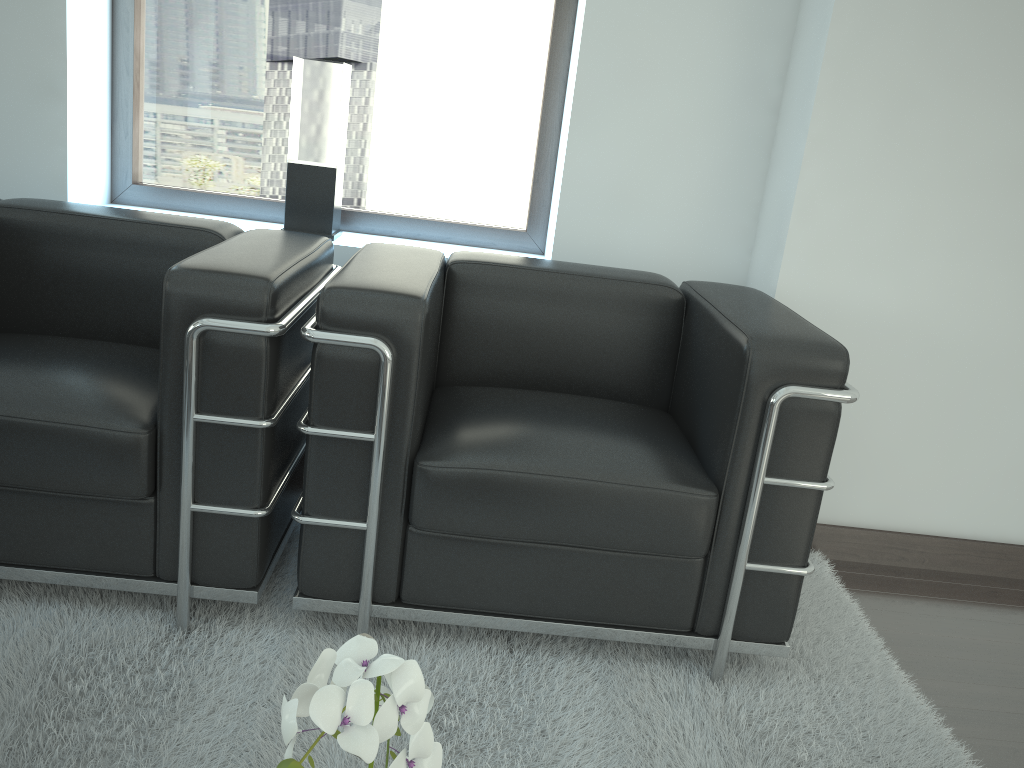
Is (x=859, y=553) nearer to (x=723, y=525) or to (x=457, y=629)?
(x=723, y=525)

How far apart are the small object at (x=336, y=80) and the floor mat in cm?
138

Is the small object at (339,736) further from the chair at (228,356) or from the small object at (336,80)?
the small object at (336,80)

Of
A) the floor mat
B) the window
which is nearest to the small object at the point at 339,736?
the floor mat

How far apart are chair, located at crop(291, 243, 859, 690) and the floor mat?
0.1 meters

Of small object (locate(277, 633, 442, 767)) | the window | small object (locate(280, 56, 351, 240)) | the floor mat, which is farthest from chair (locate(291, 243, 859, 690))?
small object (locate(277, 633, 442, 767))

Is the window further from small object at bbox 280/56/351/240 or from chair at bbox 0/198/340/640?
chair at bbox 0/198/340/640

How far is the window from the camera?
4.1m

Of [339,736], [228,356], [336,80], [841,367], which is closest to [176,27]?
[336,80]

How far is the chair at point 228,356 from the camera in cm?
253
